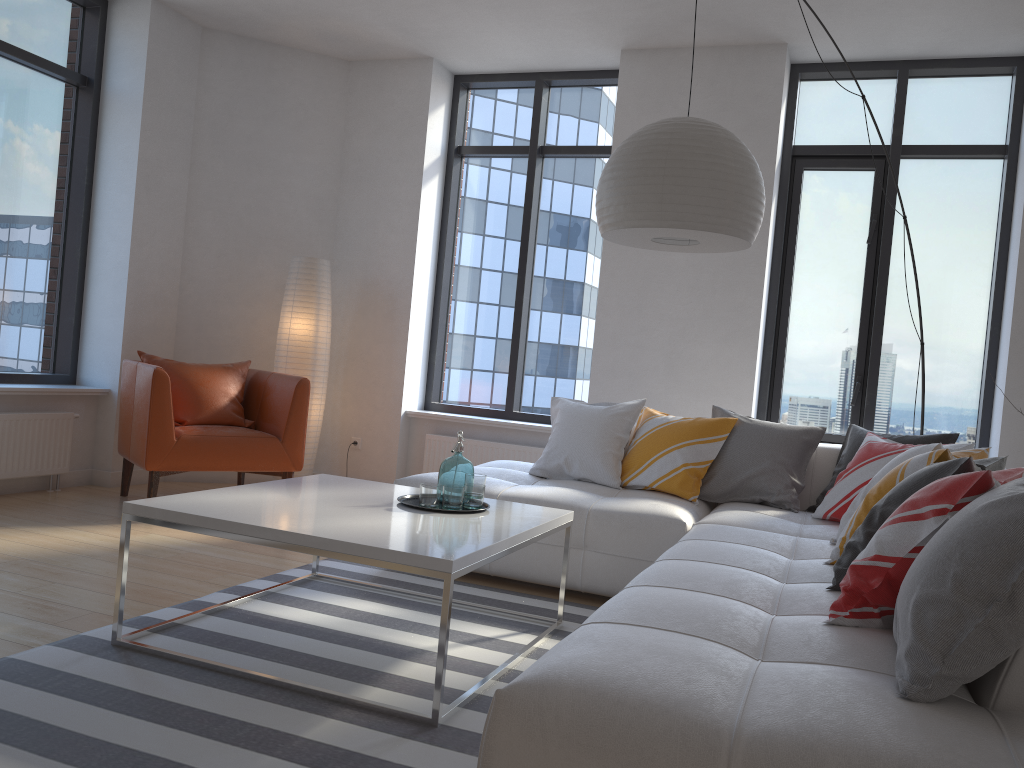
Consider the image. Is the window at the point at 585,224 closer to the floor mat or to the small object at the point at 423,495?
the floor mat

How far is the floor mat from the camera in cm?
205

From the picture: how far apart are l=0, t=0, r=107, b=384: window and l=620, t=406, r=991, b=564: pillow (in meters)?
3.53

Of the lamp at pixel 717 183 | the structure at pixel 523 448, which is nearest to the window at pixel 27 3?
the structure at pixel 523 448

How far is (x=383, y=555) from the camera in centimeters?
235cm

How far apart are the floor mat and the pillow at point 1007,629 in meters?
0.9 m

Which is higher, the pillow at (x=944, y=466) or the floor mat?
the pillow at (x=944, y=466)

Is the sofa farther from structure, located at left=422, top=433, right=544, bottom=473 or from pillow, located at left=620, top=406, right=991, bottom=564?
structure, located at left=422, top=433, right=544, bottom=473

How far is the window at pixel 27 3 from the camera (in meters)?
5.13

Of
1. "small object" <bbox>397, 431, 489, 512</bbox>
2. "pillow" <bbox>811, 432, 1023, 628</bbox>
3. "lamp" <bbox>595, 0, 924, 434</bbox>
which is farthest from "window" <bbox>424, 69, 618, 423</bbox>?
"small object" <bbox>397, 431, 489, 512</bbox>
